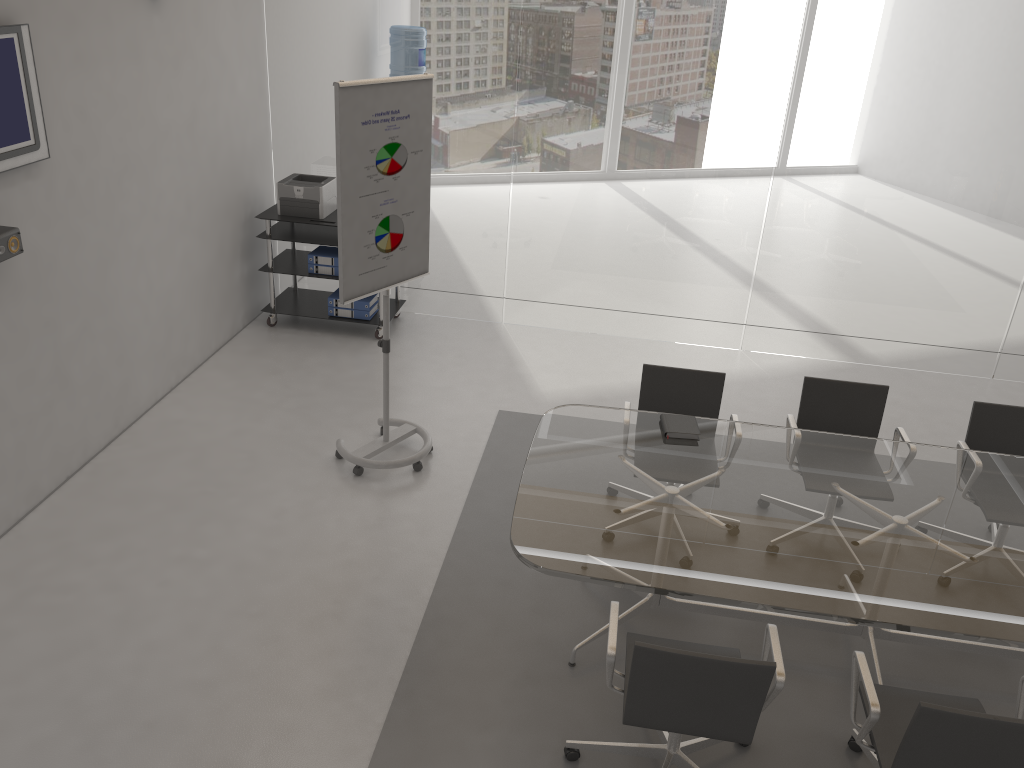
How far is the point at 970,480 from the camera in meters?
3.8

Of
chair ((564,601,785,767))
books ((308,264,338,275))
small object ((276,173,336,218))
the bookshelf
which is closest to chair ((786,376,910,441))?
chair ((564,601,785,767))

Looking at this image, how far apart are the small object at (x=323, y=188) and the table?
3.0m

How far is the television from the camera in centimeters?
384cm

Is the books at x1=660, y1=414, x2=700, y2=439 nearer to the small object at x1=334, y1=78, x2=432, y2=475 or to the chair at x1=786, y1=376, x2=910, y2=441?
the chair at x1=786, y1=376, x2=910, y2=441

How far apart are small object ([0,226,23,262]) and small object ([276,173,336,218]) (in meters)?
2.61

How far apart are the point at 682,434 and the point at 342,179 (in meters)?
1.98

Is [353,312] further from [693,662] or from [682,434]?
[693,662]

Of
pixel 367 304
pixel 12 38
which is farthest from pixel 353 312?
pixel 12 38

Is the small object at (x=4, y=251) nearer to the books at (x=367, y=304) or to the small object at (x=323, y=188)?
the small object at (x=323, y=188)
